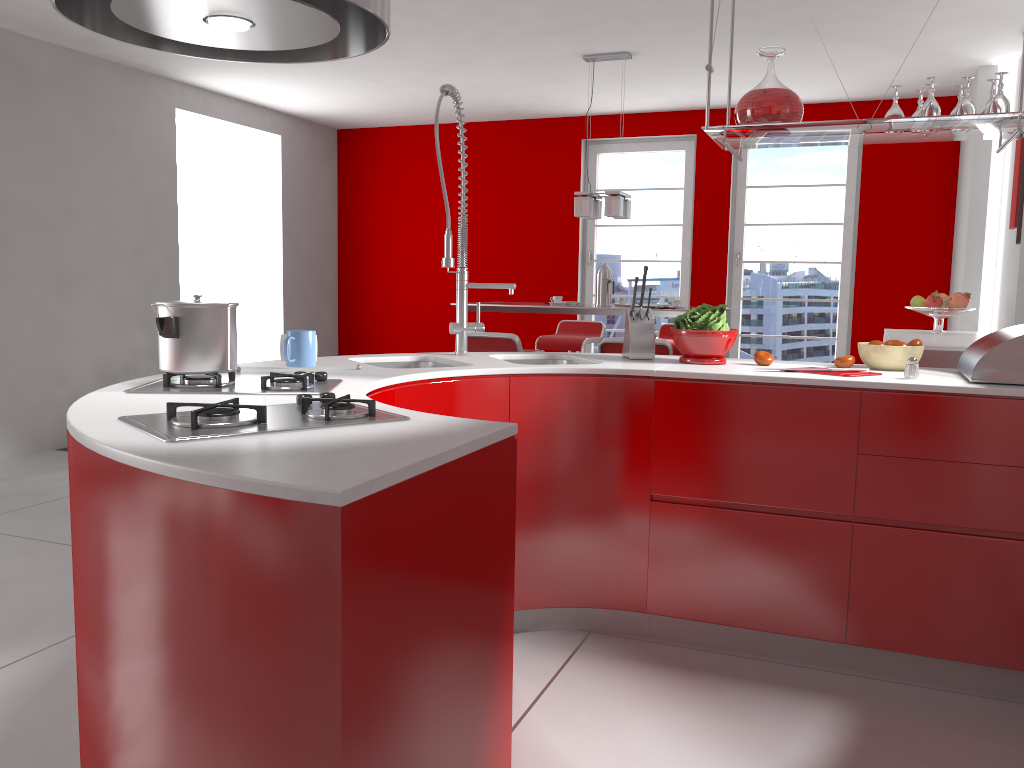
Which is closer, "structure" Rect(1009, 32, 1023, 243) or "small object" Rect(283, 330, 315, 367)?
"small object" Rect(283, 330, 315, 367)

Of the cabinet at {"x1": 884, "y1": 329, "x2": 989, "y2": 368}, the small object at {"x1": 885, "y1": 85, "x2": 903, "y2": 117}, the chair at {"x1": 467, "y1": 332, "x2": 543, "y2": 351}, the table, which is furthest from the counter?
the table

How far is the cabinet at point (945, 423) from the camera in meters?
2.5 m

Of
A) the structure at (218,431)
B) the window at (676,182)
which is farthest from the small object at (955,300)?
the structure at (218,431)

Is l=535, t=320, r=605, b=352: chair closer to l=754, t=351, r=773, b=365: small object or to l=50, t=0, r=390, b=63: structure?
l=754, t=351, r=773, b=365: small object

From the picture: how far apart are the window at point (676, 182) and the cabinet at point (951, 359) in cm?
243

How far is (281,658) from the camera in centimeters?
117cm

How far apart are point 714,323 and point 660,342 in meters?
1.8 m

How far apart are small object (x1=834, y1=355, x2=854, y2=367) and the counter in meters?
0.2

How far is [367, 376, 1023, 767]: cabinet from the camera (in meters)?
2.47
